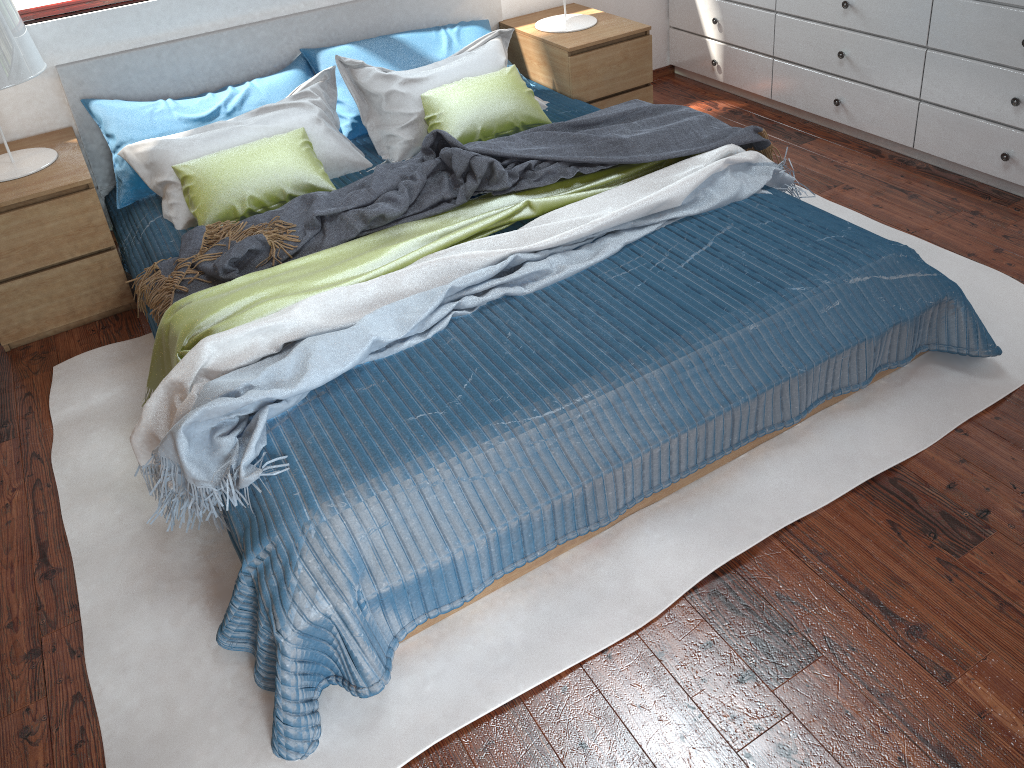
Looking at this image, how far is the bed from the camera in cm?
179

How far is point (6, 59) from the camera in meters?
2.6

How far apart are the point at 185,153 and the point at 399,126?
0.7m

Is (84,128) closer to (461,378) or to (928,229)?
(461,378)

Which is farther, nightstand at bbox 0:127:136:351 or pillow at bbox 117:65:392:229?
pillow at bbox 117:65:392:229

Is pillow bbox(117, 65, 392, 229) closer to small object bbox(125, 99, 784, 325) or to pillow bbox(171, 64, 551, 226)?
pillow bbox(171, 64, 551, 226)

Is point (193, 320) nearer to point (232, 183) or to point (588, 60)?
point (232, 183)

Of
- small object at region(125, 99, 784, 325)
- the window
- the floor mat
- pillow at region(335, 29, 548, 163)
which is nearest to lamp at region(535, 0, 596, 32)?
pillow at region(335, 29, 548, 163)

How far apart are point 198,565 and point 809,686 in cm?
140

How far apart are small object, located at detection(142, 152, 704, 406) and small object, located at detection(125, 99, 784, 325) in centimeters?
2cm
